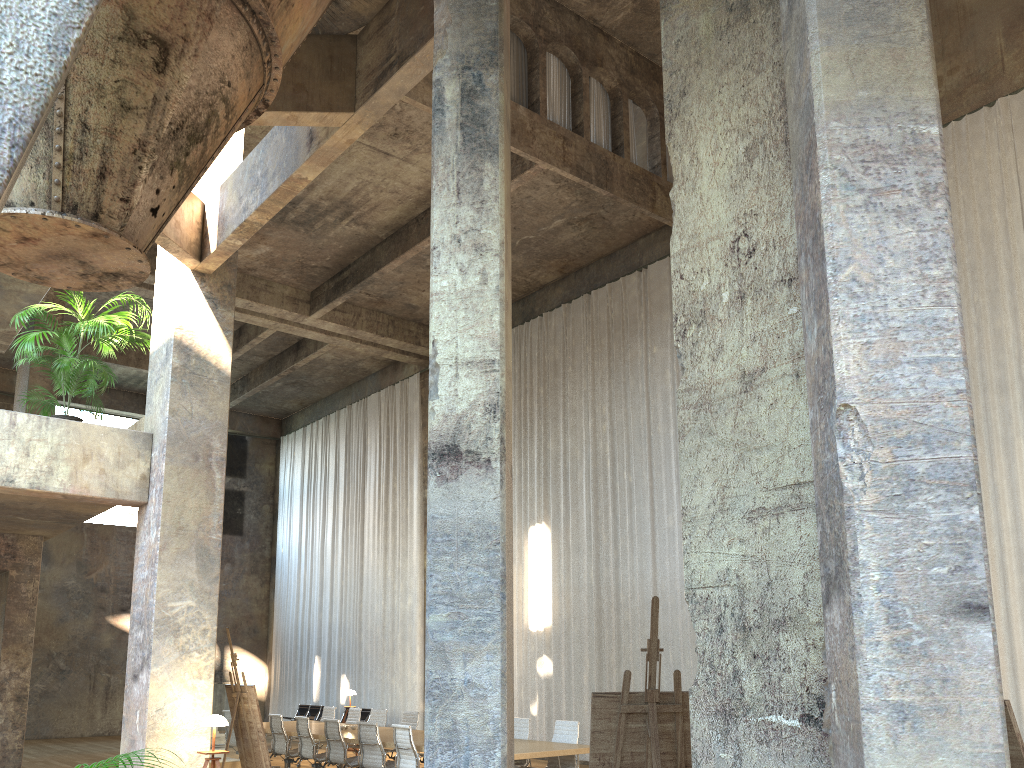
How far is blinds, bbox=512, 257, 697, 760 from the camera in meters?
14.5

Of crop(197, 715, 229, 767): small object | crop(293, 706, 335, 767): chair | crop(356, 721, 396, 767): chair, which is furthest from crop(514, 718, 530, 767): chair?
crop(293, 706, 335, 767): chair

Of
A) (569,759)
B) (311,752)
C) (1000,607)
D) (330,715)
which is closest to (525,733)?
(569,759)

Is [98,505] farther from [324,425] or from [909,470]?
[324,425]

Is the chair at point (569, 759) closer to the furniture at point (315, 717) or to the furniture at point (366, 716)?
the furniture at point (366, 716)

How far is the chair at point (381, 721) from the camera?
14.06m

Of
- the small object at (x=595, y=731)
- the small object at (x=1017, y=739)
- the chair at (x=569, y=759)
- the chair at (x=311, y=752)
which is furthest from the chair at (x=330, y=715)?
the small object at (x=1017, y=739)

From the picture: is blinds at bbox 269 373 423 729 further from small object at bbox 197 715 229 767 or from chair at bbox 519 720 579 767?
small object at bbox 197 715 229 767

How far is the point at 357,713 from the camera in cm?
1468

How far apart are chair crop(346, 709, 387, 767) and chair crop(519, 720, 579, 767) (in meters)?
4.20
